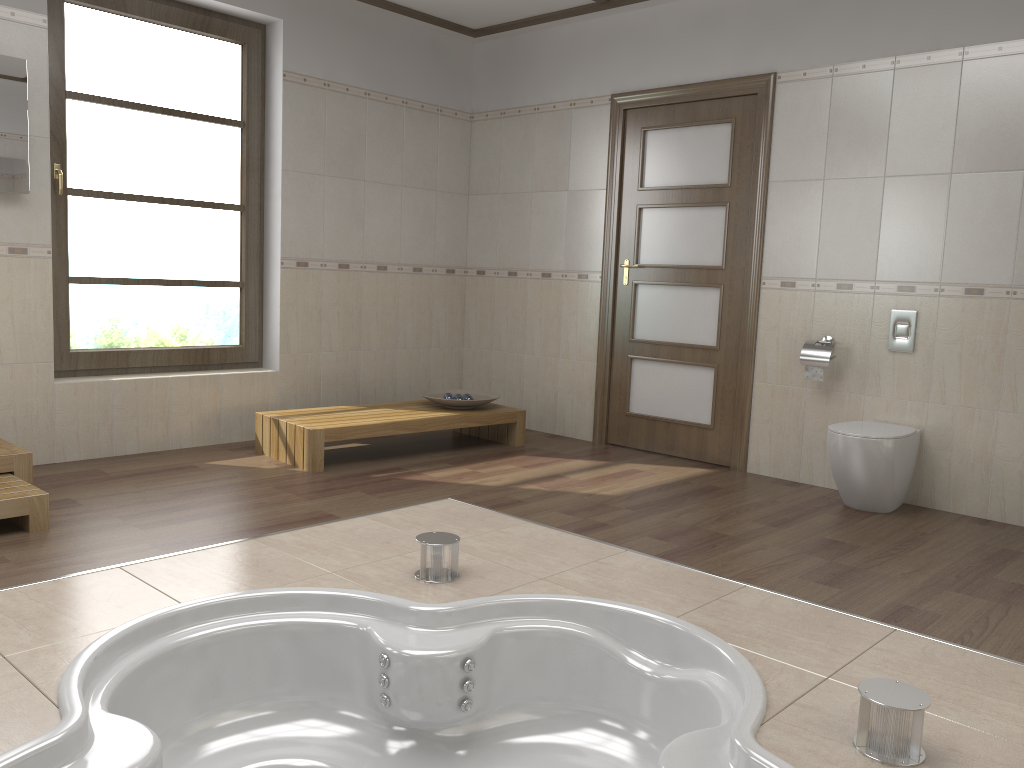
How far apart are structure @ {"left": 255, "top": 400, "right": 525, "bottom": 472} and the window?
0.56m

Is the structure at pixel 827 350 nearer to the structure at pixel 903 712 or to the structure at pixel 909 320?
the structure at pixel 909 320

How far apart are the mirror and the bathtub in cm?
250

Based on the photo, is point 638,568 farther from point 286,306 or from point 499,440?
point 286,306

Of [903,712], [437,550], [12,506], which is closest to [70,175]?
[12,506]

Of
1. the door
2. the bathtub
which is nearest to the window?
the door

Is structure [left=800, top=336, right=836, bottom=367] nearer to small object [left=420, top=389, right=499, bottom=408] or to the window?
small object [left=420, top=389, right=499, bottom=408]

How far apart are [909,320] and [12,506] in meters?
3.9

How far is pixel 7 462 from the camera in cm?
355

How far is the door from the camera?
4.90m
